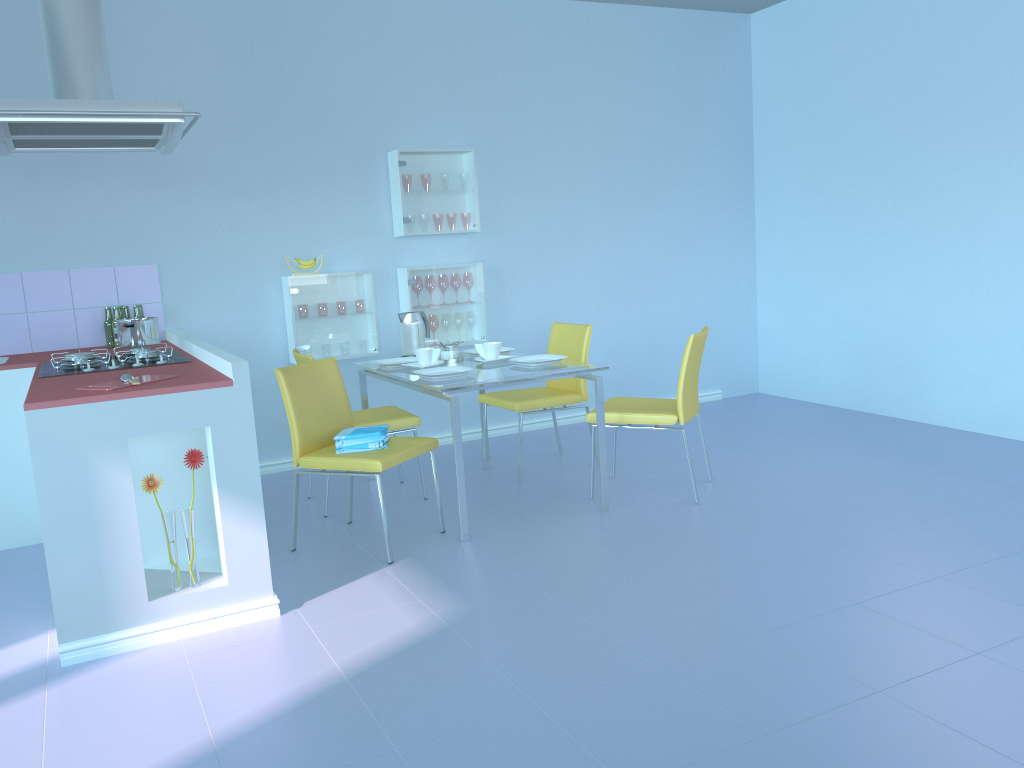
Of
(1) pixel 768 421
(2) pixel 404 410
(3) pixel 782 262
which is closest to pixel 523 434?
(2) pixel 404 410

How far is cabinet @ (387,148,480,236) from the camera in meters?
4.7 m

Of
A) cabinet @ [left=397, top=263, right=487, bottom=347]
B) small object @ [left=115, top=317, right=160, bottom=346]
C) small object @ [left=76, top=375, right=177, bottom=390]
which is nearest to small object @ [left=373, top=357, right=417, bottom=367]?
cabinet @ [left=397, top=263, right=487, bottom=347]

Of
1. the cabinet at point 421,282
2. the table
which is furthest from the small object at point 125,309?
the cabinet at point 421,282

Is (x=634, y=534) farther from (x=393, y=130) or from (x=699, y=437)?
(x=393, y=130)

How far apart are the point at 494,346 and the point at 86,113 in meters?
1.8

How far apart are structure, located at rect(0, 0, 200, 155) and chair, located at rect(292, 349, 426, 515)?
1.0 meters

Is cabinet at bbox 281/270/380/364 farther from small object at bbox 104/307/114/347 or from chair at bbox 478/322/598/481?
small object at bbox 104/307/114/347

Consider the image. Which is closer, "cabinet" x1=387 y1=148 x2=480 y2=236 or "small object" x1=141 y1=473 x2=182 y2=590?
"small object" x1=141 y1=473 x2=182 y2=590

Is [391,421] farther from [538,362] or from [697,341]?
[697,341]
